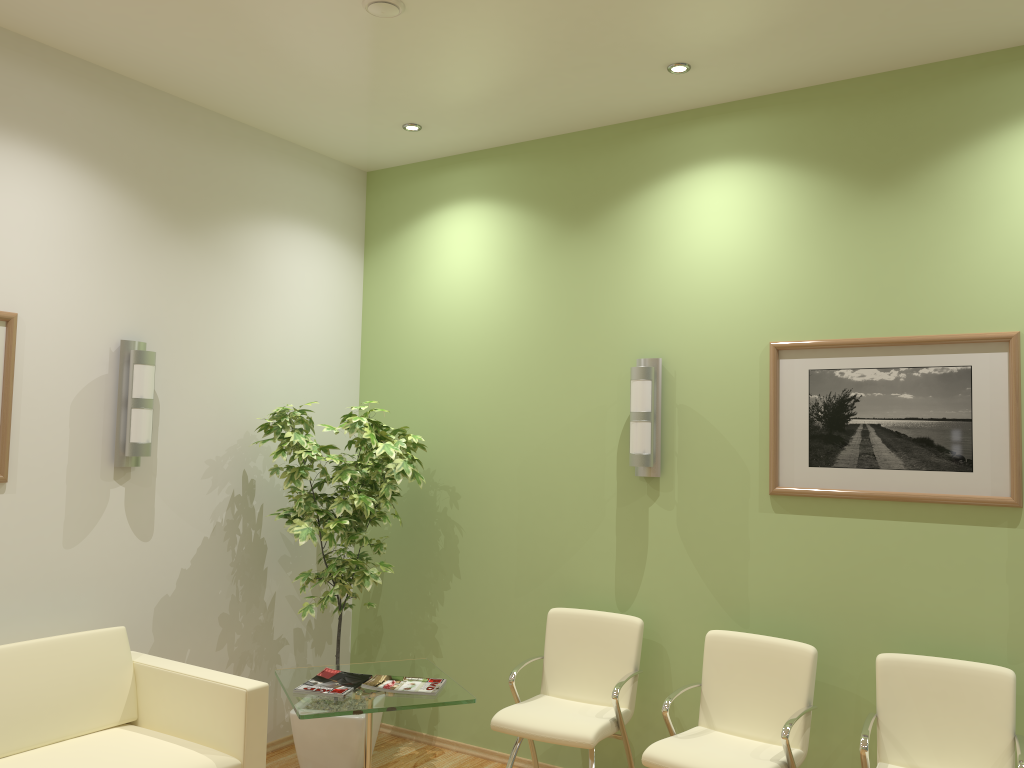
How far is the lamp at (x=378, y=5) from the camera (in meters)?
3.36

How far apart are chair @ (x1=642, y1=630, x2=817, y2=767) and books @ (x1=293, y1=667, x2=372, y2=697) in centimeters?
126cm

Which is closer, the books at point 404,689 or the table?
the table

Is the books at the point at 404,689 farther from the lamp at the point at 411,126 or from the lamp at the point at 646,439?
the lamp at the point at 411,126

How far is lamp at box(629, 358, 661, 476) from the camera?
4.2 meters

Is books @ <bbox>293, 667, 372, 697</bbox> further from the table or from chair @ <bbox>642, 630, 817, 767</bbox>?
chair @ <bbox>642, 630, 817, 767</bbox>

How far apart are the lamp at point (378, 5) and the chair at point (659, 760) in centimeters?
292cm

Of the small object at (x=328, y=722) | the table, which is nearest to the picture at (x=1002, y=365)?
the table

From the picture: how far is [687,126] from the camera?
4.4 meters

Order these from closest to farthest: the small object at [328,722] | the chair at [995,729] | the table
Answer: the chair at [995,729], the table, the small object at [328,722]
